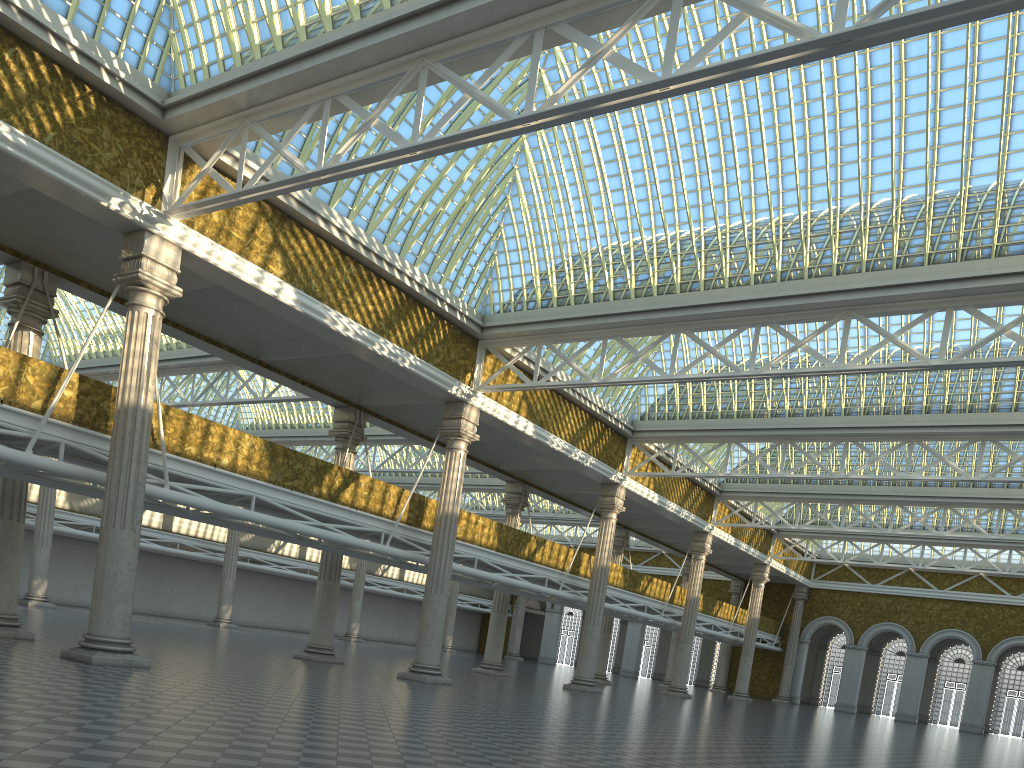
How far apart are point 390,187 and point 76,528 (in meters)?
33.41
